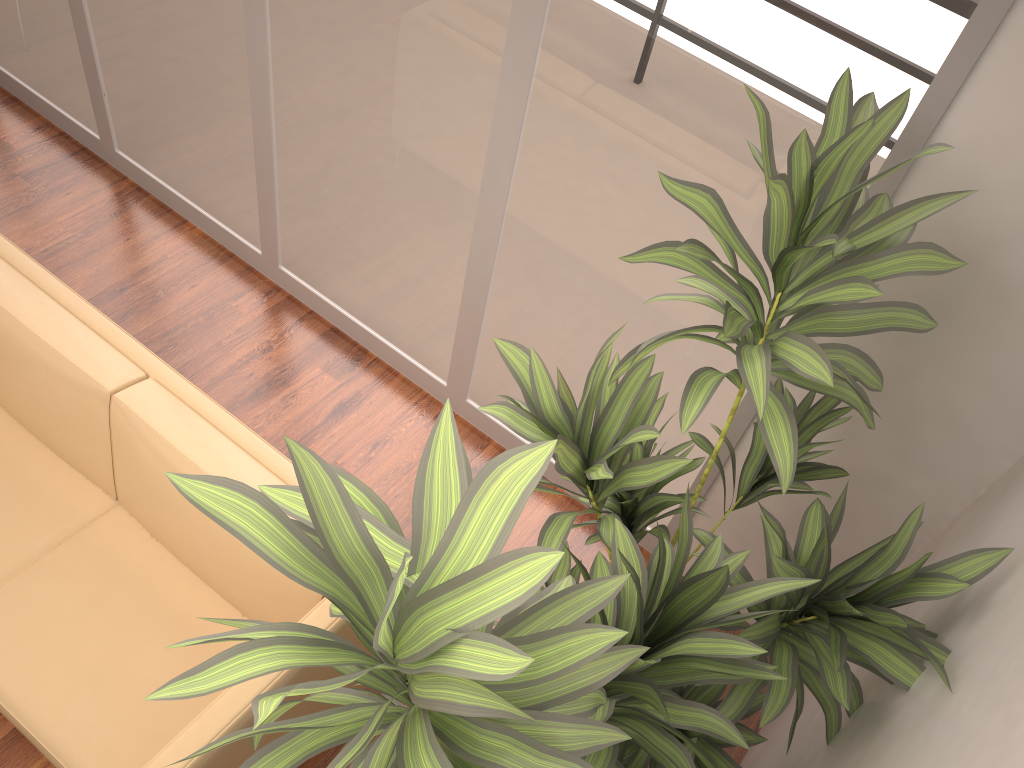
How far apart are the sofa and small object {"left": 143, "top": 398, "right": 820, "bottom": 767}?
0.3 meters

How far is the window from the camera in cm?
205

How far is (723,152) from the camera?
2.23m

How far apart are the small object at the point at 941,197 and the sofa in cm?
54

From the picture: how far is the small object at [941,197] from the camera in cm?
160

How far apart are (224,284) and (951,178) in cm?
291

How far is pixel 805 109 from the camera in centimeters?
205cm

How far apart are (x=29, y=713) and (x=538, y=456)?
1.9m

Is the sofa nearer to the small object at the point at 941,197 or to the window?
the small object at the point at 941,197

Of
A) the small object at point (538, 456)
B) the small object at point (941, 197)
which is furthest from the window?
the small object at point (538, 456)
